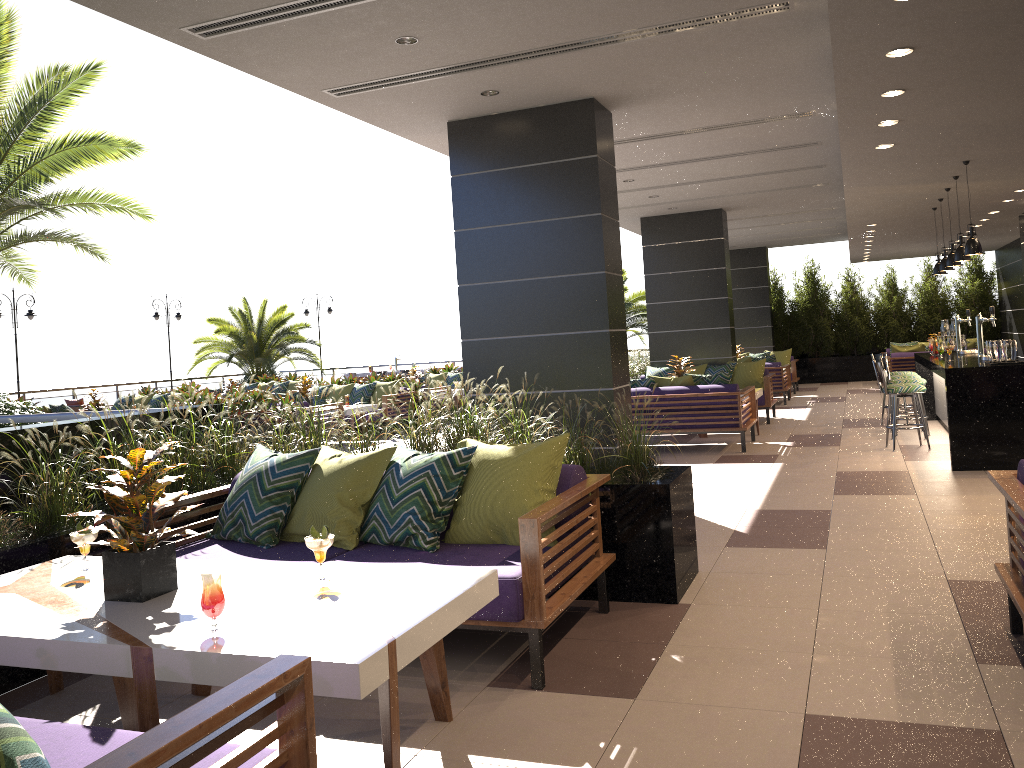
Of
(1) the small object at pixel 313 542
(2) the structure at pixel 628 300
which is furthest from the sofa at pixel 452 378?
(1) the small object at pixel 313 542

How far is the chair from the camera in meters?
19.8 m

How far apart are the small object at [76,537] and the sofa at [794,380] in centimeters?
1622cm

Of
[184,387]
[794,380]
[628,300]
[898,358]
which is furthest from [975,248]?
[184,387]

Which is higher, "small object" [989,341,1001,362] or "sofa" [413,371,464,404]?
"small object" [989,341,1001,362]

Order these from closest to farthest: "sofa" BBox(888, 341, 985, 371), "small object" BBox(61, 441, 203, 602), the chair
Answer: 1. "small object" BBox(61, 441, 203, 602)
2. "sofa" BBox(888, 341, 985, 371)
3. the chair

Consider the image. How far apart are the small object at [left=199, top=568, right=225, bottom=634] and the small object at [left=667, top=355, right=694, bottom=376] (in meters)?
9.72

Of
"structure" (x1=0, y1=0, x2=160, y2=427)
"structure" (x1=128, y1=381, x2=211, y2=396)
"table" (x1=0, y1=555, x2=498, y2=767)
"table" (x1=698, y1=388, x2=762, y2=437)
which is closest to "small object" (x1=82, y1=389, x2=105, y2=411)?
"structure" (x1=128, y1=381, x2=211, y2=396)

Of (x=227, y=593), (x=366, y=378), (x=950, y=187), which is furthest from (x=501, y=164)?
(x=366, y=378)

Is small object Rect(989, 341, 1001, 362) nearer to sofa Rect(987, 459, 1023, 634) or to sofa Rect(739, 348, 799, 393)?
sofa Rect(987, 459, 1023, 634)
